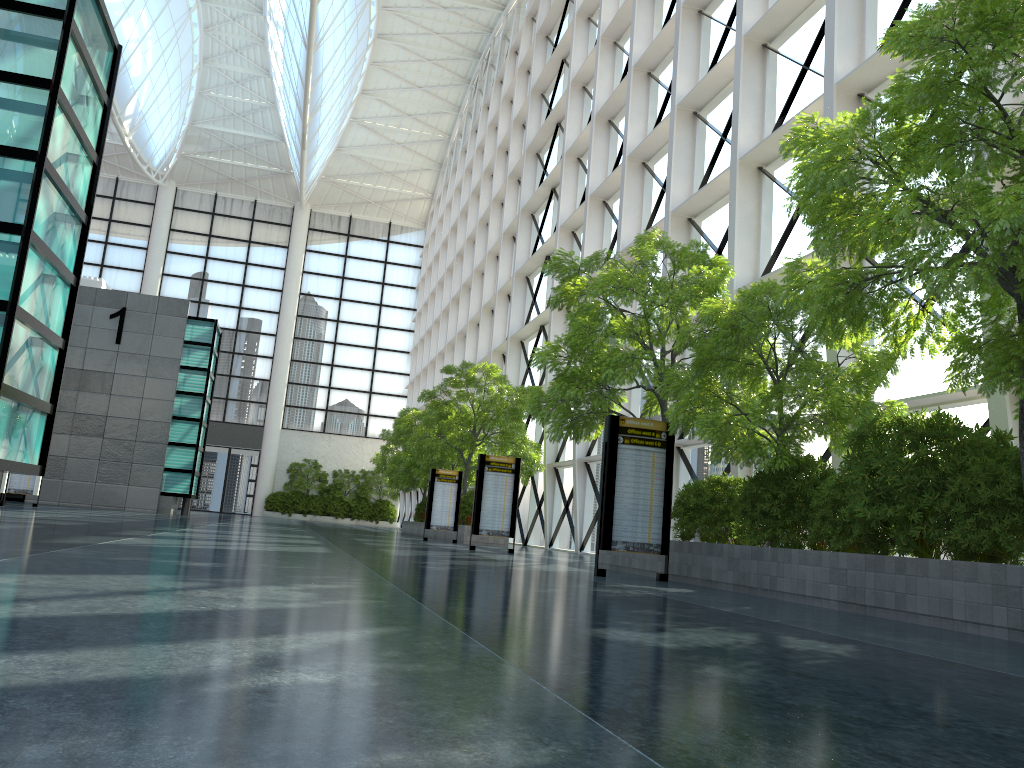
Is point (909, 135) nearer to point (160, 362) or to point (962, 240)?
point (962, 240)

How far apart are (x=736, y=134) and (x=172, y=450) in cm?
3225

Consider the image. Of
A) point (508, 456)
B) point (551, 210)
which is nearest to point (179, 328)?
point (508, 456)

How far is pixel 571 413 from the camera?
18.01m
